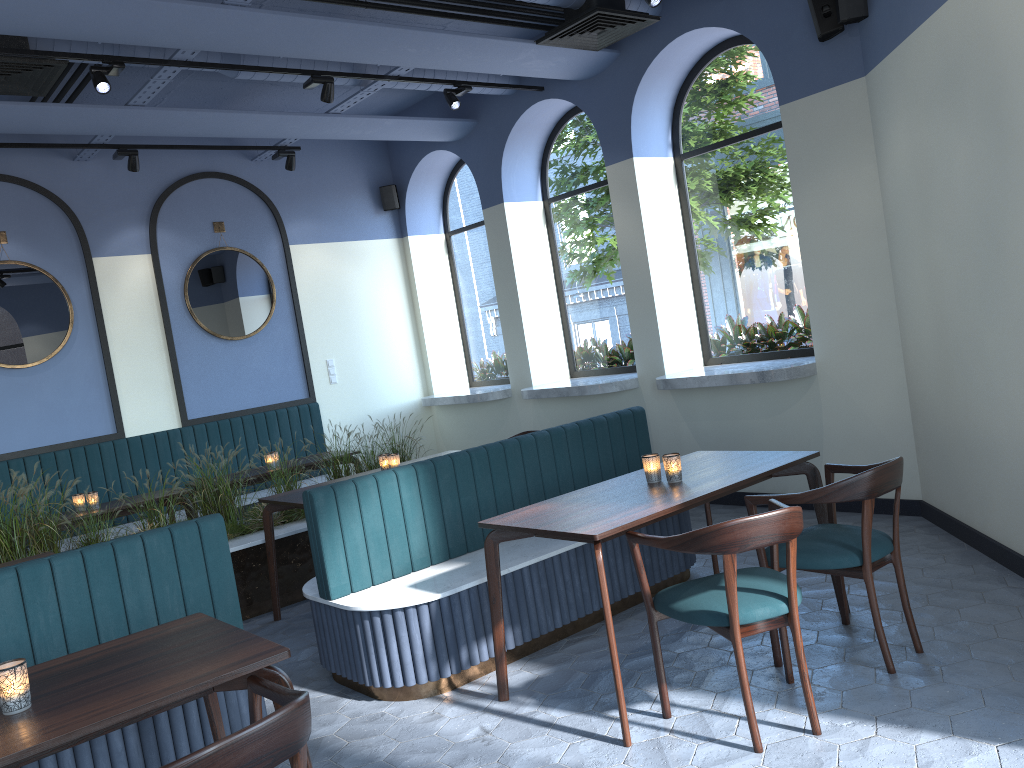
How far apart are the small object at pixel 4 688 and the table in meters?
0.0 m

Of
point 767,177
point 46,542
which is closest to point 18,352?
point 46,542

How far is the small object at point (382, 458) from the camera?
5.58m

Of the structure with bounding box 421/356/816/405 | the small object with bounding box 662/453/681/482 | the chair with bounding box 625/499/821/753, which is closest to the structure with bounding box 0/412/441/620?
the structure with bounding box 421/356/816/405

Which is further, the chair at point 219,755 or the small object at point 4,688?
the small object at point 4,688

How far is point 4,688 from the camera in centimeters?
220cm

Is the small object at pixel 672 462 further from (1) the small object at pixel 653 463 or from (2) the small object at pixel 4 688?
(2) the small object at pixel 4 688

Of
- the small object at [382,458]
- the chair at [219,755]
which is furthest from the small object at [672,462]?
the small object at [382,458]

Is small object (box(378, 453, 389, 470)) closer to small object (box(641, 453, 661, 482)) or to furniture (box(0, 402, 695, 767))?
furniture (box(0, 402, 695, 767))

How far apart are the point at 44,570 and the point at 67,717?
1.3 meters
